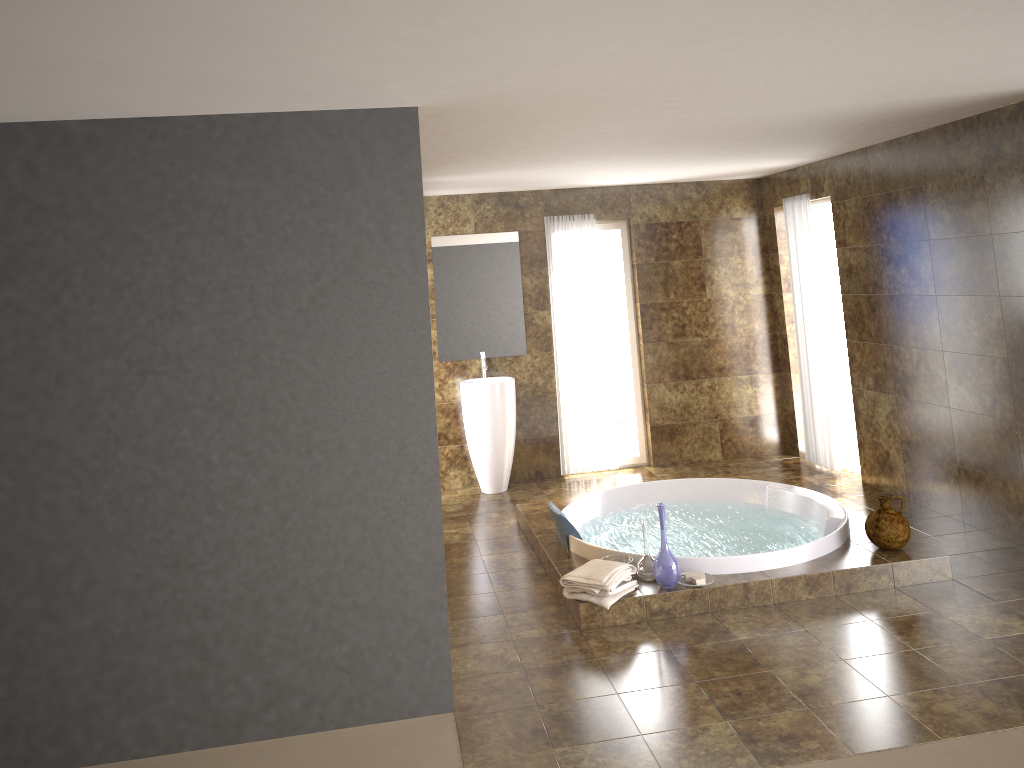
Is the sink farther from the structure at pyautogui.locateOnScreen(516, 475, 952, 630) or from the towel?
the towel

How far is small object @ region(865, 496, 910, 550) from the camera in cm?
486

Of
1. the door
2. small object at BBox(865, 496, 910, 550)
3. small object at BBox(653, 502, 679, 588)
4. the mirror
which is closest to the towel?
small object at BBox(653, 502, 679, 588)

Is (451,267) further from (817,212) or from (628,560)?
(628,560)

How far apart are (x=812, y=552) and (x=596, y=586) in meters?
1.3 m

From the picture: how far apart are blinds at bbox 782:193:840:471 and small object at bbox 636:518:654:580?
3.06m

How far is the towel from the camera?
4.5m

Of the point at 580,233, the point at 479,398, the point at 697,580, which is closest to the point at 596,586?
the point at 697,580

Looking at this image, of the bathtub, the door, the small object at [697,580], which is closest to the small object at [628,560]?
the bathtub

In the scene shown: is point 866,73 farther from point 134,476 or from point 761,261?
point 761,261
